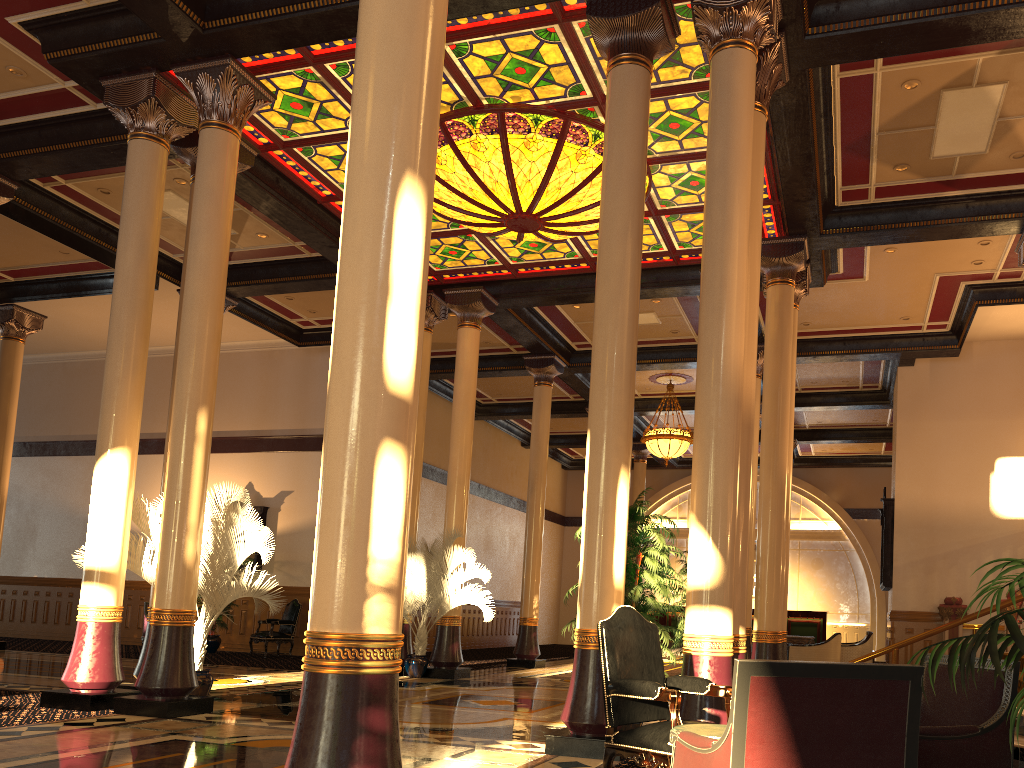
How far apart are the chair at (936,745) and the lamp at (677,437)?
14.3 meters

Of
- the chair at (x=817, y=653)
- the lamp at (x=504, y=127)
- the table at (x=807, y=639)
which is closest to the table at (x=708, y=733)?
the lamp at (x=504, y=127)

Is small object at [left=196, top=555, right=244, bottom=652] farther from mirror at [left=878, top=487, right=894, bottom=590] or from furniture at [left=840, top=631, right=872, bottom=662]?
mirror at [left=878, top=487, right=894, bottom=590]

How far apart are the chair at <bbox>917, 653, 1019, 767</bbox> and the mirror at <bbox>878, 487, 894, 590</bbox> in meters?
12.6 m

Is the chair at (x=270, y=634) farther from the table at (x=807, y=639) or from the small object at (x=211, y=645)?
the table at (x=807, y=639)

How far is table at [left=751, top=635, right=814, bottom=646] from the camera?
14.4m

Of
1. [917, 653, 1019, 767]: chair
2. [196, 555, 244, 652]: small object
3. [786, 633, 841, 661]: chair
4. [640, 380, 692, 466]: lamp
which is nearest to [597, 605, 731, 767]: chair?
[917, 653, 1019, 767]: chair

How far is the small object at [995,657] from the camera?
2.3 meters

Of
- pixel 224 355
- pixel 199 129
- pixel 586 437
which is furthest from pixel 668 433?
pixel 199 129

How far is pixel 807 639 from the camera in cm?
1441
